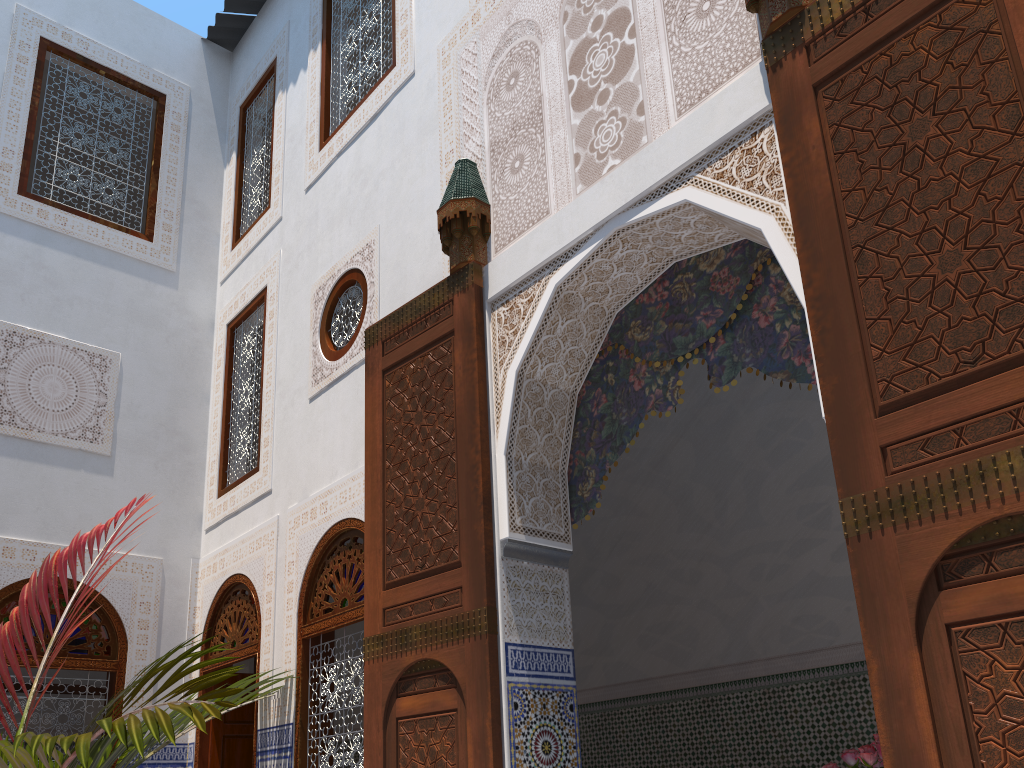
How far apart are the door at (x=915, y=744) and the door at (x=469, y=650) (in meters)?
1.06

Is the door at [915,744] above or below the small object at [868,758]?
above

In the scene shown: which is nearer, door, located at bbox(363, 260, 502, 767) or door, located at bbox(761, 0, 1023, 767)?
door, located at bbox(761, 0, 1023, 767)

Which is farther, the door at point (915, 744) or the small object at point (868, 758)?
the small object at point (868, 758)

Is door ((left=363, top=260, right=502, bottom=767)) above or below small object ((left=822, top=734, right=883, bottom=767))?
above

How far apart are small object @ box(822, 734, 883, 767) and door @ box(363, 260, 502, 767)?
1.0 meters

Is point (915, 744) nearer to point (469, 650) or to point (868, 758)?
point (868, 758)

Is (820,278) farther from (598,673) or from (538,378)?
(598,673)

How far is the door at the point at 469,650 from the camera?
2.40m

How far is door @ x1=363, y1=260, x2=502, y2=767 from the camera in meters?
2.4 m
